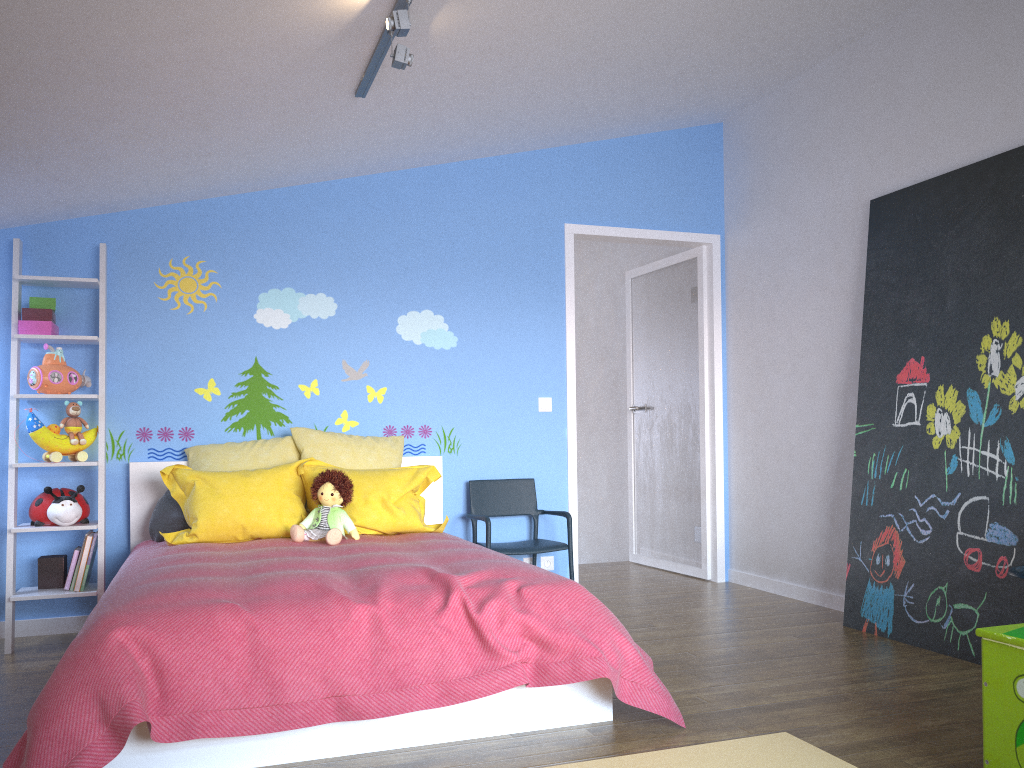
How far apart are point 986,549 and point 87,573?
3.7 meters

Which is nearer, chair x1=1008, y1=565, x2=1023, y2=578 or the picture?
chair x1=1008, y1=565, x2=1023, y2=578

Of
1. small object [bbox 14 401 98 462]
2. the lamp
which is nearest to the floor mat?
the lamp

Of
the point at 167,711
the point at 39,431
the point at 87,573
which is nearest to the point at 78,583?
the point at 87,573

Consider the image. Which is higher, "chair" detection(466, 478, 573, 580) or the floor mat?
"chair" detection(466, 478, 573, 580)

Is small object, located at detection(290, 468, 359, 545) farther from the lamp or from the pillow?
the lamp

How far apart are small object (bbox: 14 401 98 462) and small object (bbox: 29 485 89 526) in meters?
0.1

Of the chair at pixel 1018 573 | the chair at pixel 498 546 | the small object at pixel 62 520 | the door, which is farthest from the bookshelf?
the chair at pixel 1018 573

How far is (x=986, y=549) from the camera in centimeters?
342cm

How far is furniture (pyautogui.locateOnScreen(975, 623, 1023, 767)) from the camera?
2.06m
